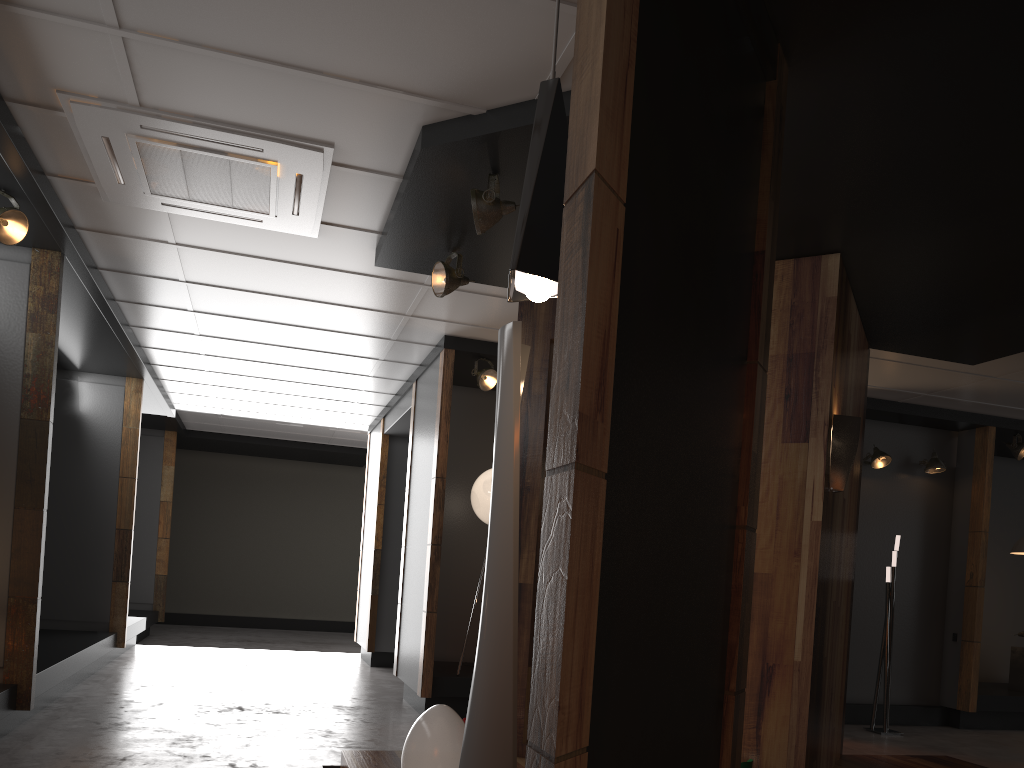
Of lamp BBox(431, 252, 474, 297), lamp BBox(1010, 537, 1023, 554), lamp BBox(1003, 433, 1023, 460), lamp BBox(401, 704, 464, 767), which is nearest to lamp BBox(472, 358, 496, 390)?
lamp BBox(431, 252, 474, 297)

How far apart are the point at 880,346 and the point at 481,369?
3.2 meters

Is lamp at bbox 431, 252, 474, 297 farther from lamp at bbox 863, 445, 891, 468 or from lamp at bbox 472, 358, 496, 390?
lamp at bbox 863, 445, 891, 468

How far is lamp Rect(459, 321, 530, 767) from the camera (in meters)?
2.45

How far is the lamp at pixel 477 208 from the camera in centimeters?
391cm

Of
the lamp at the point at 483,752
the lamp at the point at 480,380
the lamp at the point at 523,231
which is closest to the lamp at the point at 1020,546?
the lamp at the point at 480,380

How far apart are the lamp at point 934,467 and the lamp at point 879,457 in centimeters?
46cm

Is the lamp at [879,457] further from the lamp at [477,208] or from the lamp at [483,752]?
the lamp at [483,752]

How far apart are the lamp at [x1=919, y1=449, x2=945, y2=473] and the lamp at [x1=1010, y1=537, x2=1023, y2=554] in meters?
1.1

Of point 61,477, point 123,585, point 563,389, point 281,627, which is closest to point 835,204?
point 563,389
